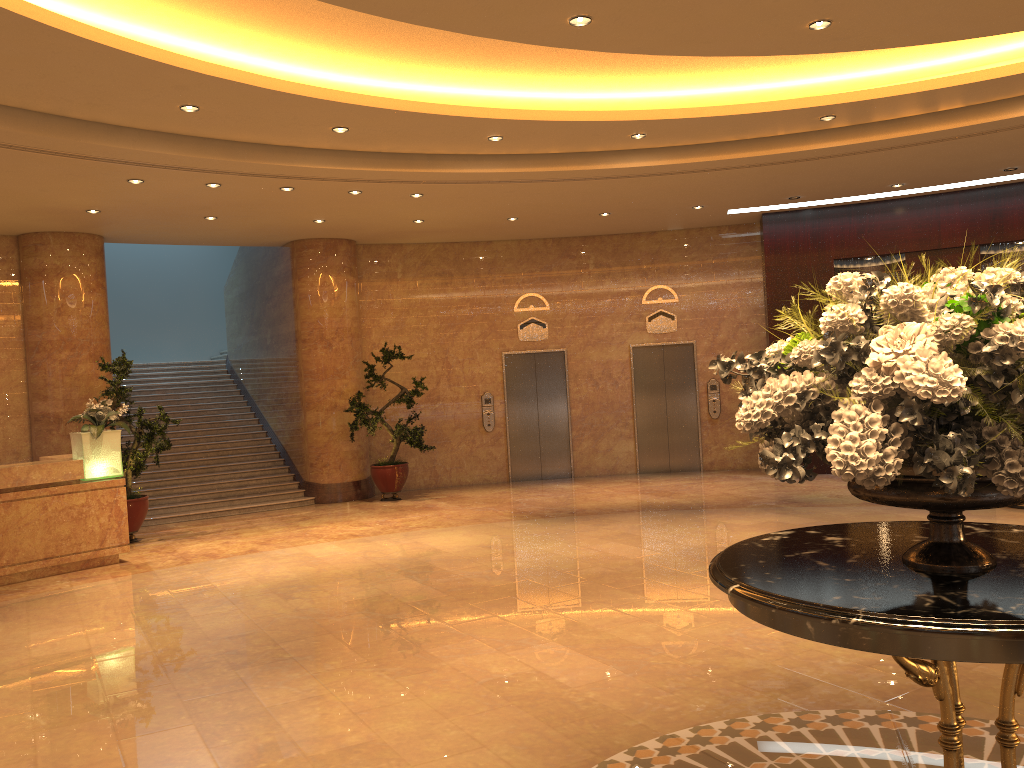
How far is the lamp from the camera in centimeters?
932cm

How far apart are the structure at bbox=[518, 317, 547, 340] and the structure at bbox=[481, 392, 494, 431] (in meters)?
1.11

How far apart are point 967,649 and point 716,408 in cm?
1235

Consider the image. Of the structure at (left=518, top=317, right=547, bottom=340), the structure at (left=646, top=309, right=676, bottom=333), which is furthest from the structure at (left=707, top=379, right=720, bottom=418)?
the structure at (left=518, top=317, right=547, bottom=340)

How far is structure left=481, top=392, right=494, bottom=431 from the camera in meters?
14.5 m

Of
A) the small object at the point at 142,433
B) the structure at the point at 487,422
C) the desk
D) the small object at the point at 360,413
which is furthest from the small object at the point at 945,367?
the structure at the point at 487,422

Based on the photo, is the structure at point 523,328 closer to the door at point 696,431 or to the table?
the door at point 696,431

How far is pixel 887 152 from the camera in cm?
980

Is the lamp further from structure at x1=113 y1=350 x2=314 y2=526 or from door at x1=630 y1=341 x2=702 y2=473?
door at x1=630 y1=341 x2=702 y2=473

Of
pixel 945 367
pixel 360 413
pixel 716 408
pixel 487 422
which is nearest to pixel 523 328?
pixel 487 422
